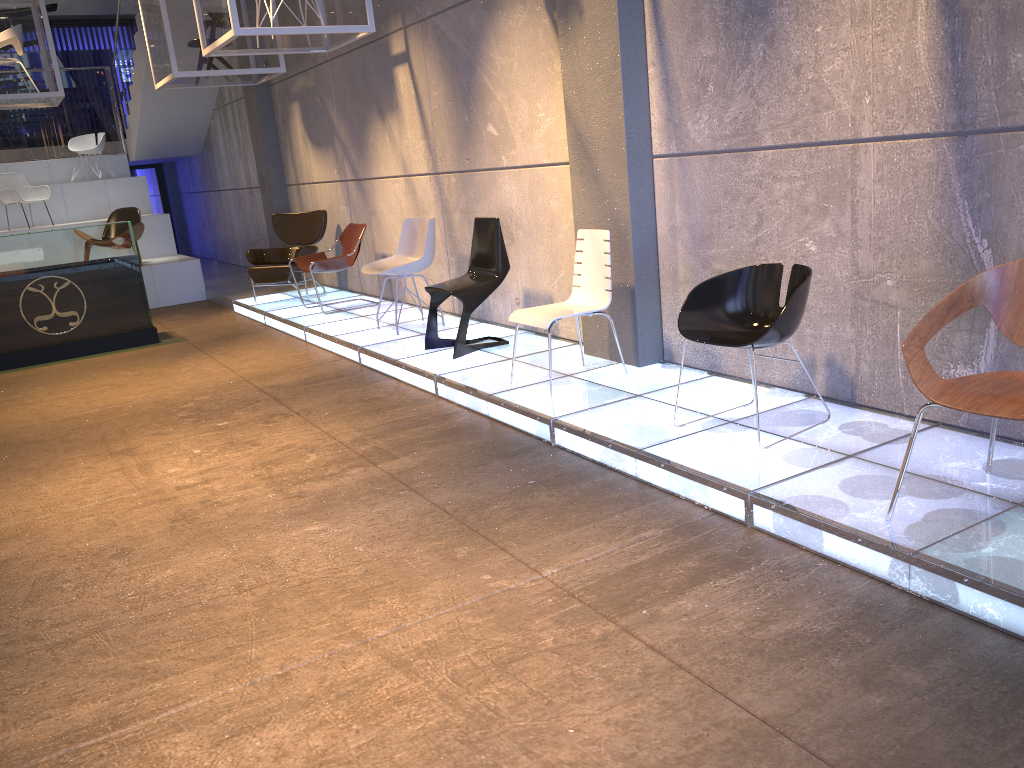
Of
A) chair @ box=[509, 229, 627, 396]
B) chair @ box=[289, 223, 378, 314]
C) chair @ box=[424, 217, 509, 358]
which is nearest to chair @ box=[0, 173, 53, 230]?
chair @ box=[289, 223, 378, 314]

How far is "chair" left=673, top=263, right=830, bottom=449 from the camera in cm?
377

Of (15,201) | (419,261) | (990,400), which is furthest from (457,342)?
(15,201)

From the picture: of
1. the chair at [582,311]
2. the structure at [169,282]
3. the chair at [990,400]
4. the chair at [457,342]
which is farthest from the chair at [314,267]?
the chair at [990,400]

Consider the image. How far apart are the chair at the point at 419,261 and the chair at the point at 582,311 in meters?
2.1

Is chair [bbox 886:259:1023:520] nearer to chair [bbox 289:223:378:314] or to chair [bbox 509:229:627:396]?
chair [bbox 509:229:627:396]

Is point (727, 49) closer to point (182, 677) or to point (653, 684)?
point (653, 684)

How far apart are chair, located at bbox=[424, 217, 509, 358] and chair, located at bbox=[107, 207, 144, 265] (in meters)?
6.66

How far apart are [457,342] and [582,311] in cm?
136

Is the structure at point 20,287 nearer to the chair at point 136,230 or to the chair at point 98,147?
the chair at point 136,230
